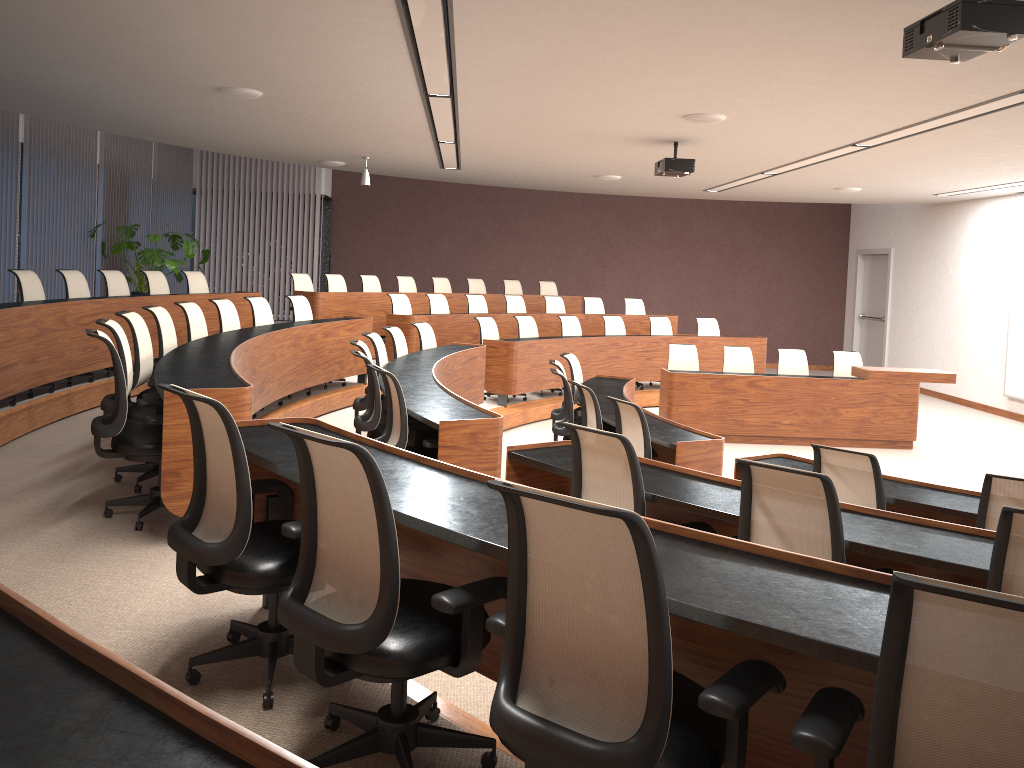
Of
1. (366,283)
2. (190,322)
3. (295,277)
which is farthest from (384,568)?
(366,283)

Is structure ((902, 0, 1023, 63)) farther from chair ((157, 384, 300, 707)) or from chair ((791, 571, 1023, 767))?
chair ((157, 384, 300, 707))

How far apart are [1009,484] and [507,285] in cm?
1092

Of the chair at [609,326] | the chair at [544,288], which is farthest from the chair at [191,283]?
the chair at [544,288]

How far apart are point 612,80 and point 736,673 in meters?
4.9

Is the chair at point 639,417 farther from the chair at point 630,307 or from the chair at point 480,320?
the chair at point 630,307

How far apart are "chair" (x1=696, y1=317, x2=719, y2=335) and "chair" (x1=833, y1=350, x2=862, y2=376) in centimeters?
255cm

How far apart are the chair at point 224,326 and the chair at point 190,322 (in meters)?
0.43

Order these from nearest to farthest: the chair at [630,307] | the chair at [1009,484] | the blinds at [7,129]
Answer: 1. the chair at [1009,484]
2. the blinds at [7,129]
3. the chair at [630,307]

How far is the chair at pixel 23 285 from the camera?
7.24m
